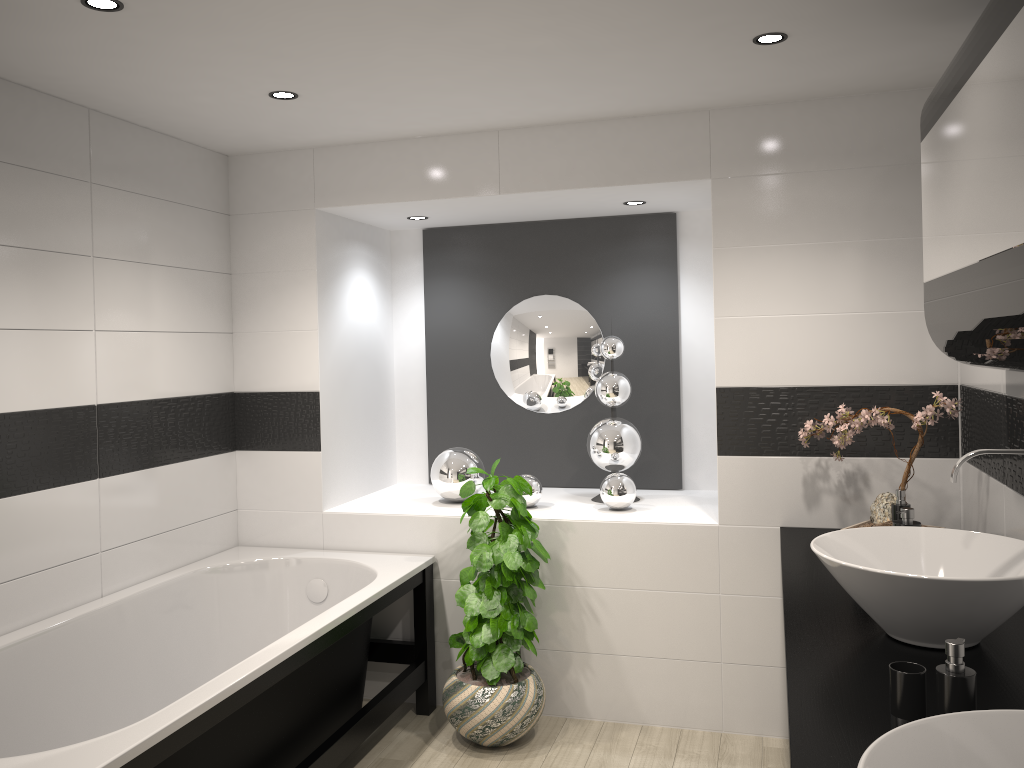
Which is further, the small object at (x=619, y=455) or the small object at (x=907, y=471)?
the small object at (x=619, y=455)

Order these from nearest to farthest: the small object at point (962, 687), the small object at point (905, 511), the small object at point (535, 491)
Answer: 1. the small object at point (962, 687)
2. the small object at point (905, 511)
3. the small object at point (535, 491)

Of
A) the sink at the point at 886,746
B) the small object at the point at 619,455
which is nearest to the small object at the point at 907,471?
the small object at the point at 619,455

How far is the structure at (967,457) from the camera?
2.2m

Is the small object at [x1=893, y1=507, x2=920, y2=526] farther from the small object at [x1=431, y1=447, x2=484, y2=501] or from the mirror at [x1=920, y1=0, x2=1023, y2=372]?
the small object at [x1=431, y1=447, x2=484, y2=501]

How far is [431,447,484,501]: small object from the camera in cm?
415

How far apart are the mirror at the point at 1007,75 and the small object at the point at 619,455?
1.72m

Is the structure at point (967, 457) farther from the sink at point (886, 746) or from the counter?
the sink at point (886, 746)

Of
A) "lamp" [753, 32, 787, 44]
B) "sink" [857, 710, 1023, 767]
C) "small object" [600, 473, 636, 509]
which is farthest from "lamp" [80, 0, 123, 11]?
"small object" [600, 473, 636, 509]

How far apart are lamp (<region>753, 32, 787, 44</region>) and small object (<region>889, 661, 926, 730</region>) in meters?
1.9
